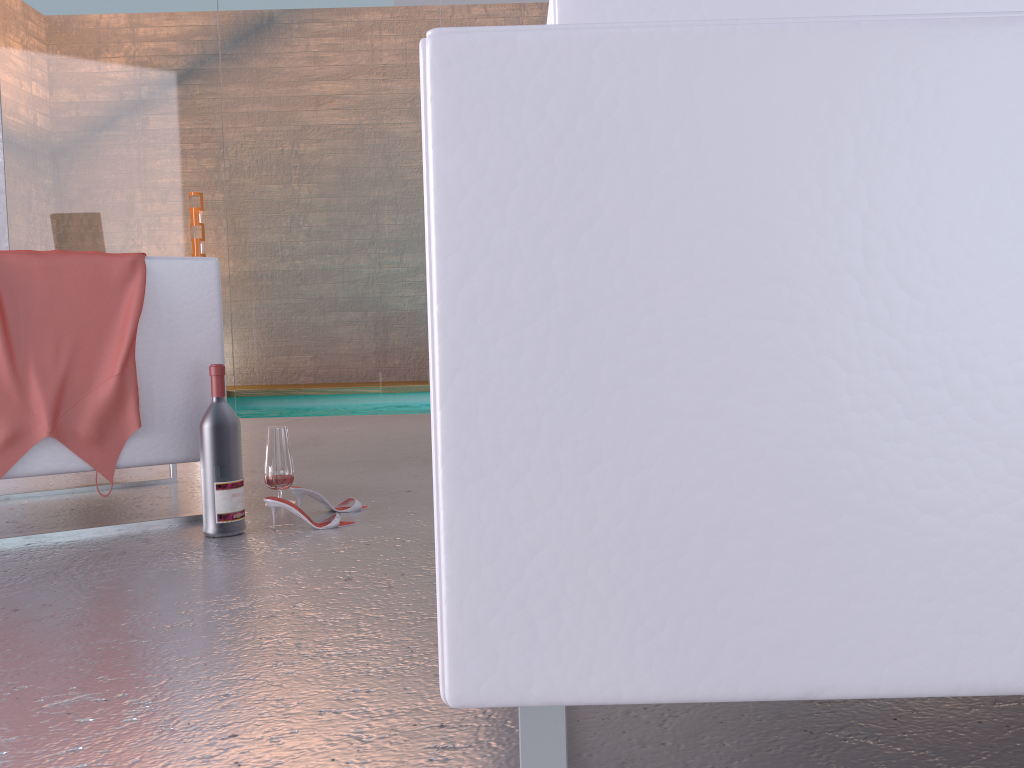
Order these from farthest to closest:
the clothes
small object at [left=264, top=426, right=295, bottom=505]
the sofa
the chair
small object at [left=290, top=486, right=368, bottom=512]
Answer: small object at [left=264, top=426, right=295, bottom=505] → small object at [left=290, top=486, right=368, bottom=512] → the chair → the clothes → the sofa

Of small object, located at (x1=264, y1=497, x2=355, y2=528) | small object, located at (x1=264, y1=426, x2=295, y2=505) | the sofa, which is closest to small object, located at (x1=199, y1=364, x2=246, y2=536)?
small object, located at (x1=264, y1=497, x2=355, y2=528)

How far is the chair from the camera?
2.3 meters

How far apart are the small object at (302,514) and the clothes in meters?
0.4 m

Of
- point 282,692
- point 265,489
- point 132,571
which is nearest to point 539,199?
point 282,692

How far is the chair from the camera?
2.3m

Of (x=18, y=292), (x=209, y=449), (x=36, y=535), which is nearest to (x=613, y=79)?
(x=209, y=449)

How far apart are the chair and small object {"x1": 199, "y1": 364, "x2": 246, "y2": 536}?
0.2m

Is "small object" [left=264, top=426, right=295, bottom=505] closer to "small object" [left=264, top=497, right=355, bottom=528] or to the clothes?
"small object" [left=264, top=497, right=355, bottom=528]

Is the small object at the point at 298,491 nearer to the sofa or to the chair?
the chair
